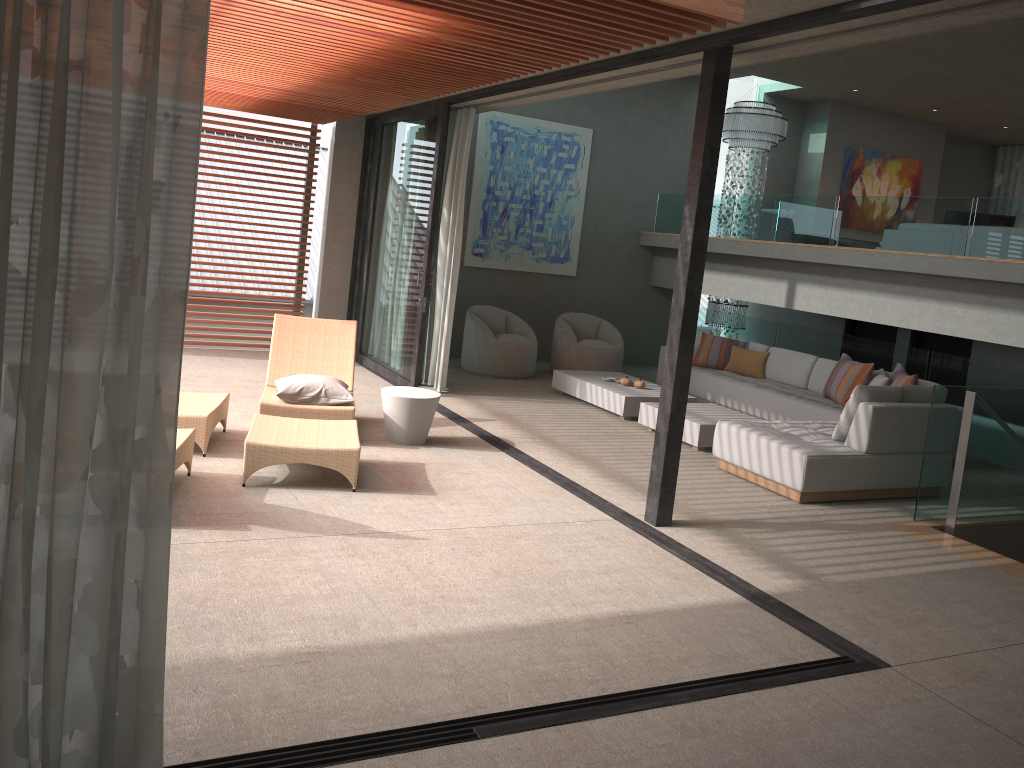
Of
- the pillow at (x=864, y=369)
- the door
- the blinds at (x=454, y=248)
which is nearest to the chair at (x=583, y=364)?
the blinds at (x=454, y=248)

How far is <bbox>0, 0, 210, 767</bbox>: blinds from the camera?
2.01m

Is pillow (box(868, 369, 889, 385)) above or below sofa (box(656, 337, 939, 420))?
above

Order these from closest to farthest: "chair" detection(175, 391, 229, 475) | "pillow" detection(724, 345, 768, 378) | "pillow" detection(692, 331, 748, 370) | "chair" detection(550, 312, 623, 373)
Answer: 1. "chair" detection(175, 391, 229, 475)
2. "pillow" detection(724, 345, 768, 378)
3. "pillow" detection(692, 331, 748, 370)
4. "chair" detection(550, 312, 623, 373)

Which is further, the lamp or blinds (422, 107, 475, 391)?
the lamp

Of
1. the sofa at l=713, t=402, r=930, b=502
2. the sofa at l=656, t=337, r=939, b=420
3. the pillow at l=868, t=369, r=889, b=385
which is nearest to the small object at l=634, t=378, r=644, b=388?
the sofa at l=656, t=337, r=939, b=420

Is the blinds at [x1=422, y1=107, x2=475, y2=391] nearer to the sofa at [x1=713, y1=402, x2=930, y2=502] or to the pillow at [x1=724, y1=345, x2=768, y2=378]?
the sofa at [x1=713, y1=402, x2=930, y2=502]

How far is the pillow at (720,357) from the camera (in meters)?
10.38

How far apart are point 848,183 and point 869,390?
8.0 meters

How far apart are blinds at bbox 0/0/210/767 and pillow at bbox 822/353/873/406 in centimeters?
753cm
